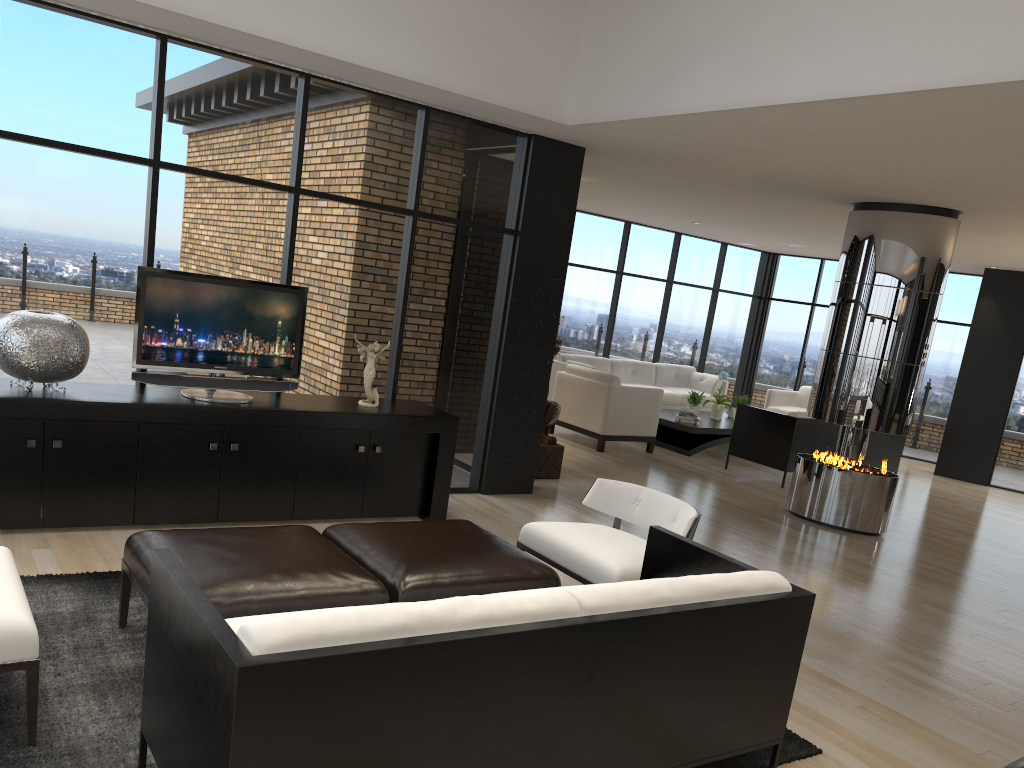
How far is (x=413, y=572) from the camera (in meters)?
3.51

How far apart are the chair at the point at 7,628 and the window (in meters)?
2.29

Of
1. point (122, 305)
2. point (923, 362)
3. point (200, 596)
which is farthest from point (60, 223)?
point (923, 362)

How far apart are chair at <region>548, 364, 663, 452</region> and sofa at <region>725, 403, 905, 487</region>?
0.9 meters

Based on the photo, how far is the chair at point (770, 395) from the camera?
12.5 meters

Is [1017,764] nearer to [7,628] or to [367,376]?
[7,628]

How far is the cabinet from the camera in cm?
458

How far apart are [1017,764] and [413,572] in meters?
2.4 m

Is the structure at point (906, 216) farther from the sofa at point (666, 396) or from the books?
the sofa at point (666, 396)

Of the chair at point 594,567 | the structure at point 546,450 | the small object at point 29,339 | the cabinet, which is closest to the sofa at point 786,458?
the structure at point 546,450
